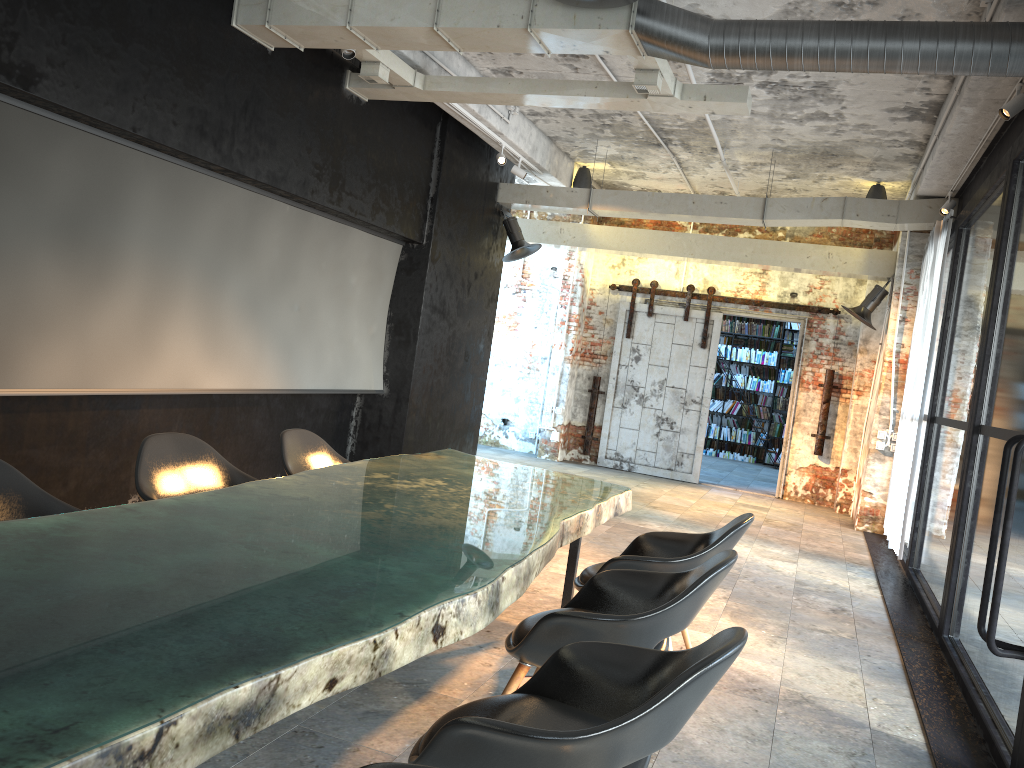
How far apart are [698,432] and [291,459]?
8.3 meters

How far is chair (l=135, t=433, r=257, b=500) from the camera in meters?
3.8

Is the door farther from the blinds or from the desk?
the desk

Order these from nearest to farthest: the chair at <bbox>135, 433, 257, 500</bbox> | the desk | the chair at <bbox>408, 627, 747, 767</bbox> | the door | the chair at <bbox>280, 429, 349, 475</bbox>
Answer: the desk < the chair at <bbox>408, 627, 747, 767</bbox> < the chair at <bbox>135, 433, 257, 500</bbox> < the chair at <bbox>280, 429, 349, 475</bbox> < the door

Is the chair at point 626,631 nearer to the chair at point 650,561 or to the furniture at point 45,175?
the chair at point 650,561

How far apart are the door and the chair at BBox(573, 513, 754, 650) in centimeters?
768cm

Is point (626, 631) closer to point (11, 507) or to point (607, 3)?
point (11, 507)

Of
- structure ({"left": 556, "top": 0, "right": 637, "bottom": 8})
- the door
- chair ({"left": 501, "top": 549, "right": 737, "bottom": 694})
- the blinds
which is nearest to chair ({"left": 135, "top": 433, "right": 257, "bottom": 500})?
chair ({"left": 501, "top": 549, "right": 737, "bottom": 694})

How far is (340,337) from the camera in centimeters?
806cm

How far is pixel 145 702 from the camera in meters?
1.4 m
